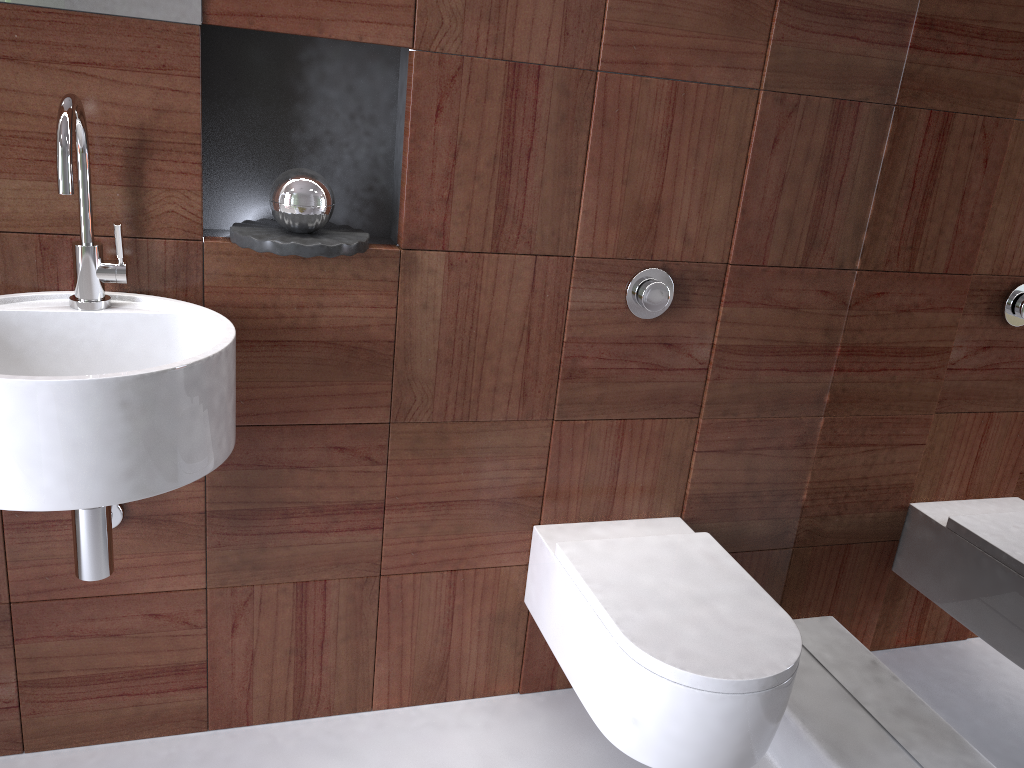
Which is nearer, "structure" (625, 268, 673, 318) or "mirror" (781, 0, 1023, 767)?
"mirror" (781, 0, 1023, 767)

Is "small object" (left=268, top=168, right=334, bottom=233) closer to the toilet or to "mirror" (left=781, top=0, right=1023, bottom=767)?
the toilet

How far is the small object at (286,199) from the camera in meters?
1.4

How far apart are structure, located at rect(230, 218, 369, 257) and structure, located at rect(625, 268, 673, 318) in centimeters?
50cm

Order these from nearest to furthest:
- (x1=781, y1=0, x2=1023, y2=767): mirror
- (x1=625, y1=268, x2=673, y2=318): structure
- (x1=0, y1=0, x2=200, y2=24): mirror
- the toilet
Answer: (x1=0, y1=0, x2=200, y2=24): mirror, the toilet, (x1=781, y1=0, x2=1023, y2=767): mirror, (x1=625, y1=268, x2=673, y2=318): structure

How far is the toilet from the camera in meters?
1.3

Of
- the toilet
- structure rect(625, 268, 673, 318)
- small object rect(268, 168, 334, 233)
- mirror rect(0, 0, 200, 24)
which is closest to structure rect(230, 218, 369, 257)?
small object rect(268, 168, 334, 233)

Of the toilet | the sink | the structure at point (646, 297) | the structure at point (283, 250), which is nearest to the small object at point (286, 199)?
the structure at point (283, 250)

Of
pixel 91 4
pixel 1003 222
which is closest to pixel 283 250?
pixel 91 4

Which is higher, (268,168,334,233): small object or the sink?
(268,168,334,233): small object
